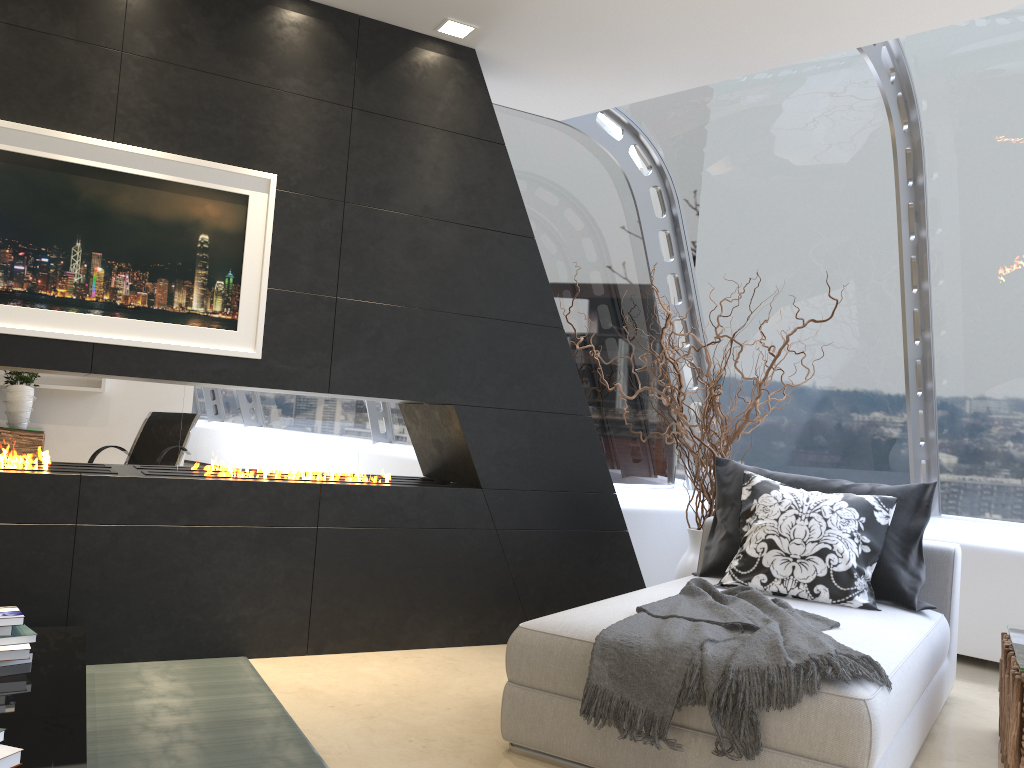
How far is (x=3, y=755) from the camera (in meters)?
1.96

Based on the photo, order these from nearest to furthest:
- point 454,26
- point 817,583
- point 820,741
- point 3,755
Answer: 1. point 3,755
2. point 820,741
3. point 817,583
4. point 454,26

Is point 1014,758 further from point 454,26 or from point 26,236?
point 26,236

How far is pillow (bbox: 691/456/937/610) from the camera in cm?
364

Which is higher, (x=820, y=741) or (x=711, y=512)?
(x=711, y=512)

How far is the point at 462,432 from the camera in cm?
429

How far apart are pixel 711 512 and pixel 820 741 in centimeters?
255cm

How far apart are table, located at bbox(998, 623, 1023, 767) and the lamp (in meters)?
3.40

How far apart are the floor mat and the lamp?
3.0 meters

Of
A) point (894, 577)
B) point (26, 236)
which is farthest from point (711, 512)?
point (26, 236)
